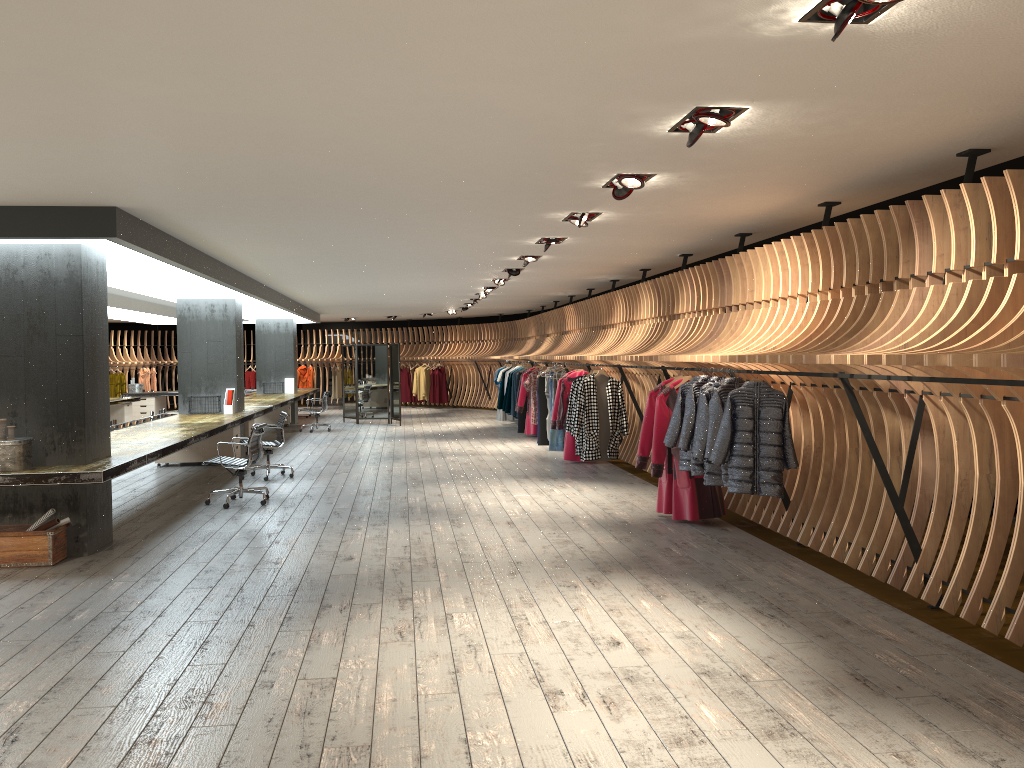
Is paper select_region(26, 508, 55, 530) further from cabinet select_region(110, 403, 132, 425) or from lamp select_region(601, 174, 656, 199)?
cabinet select_region(110, 403, 132, 425)

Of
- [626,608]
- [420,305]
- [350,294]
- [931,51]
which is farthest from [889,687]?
[420,305]

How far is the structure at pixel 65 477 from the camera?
6.7m

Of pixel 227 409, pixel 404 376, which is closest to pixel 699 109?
pixel 227 409

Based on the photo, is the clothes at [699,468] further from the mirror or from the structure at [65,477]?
the mirror

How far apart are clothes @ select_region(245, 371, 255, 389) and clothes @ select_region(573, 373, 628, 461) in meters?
18.9

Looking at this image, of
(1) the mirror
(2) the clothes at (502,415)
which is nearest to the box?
(1) the mirror

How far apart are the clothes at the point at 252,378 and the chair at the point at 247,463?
18.9 meters

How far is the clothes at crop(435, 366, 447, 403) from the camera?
26.4m

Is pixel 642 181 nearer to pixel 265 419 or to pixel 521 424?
pixel 521 424
